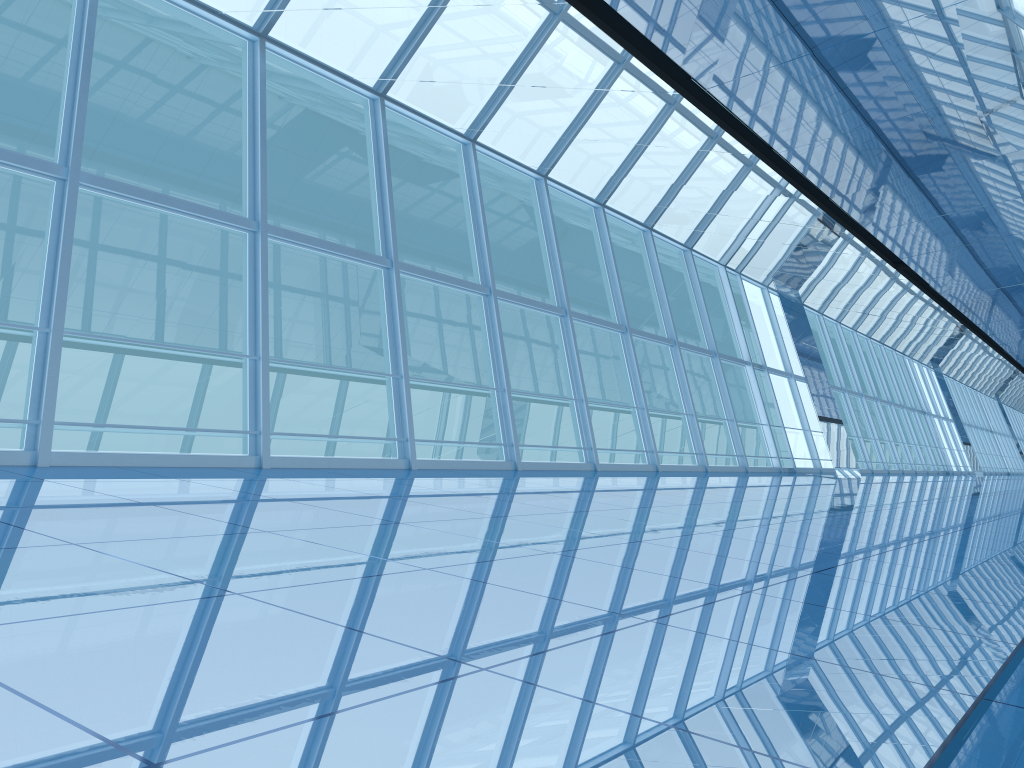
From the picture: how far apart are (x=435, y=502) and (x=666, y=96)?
4.1 meters
